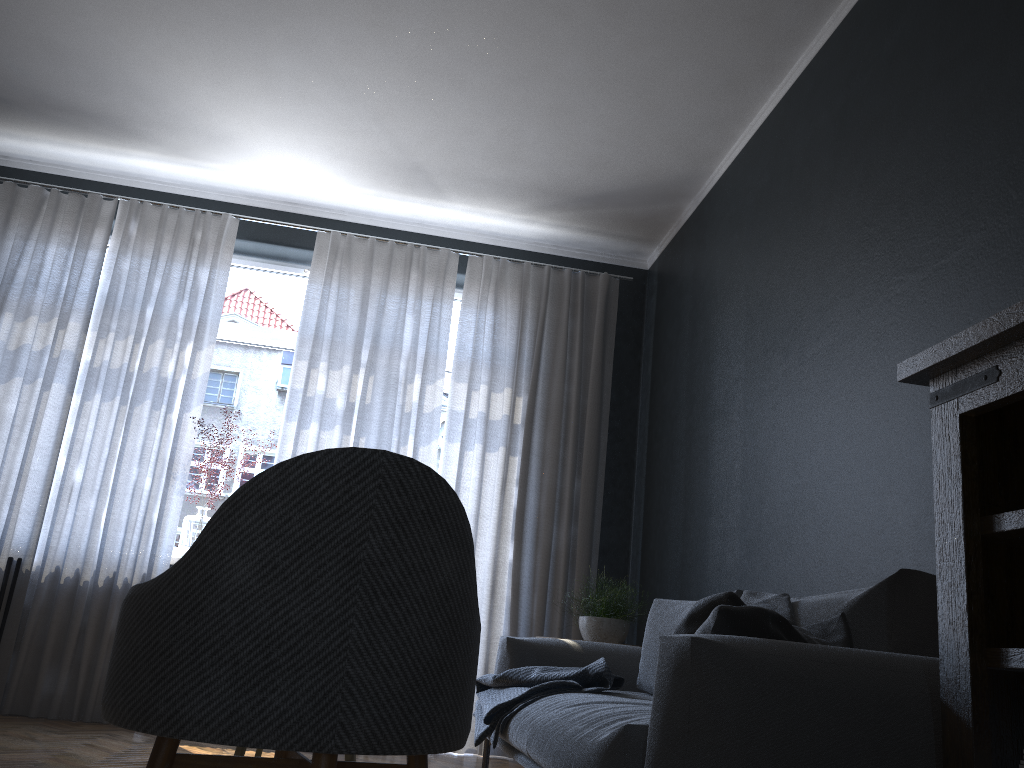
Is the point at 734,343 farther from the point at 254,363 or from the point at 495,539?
the point at 254,363

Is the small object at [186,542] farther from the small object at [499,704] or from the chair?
the chair

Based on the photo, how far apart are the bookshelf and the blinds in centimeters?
323cm

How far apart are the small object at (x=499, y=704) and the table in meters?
0.7

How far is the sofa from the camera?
1.59m

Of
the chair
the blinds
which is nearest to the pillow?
the chair

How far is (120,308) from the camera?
4.85m

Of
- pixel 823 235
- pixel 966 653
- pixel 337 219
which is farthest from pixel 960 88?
pixel 337 219

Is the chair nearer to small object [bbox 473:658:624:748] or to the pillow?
the pillow

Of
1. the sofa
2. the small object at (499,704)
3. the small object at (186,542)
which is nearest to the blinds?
the small object at (186,542)
